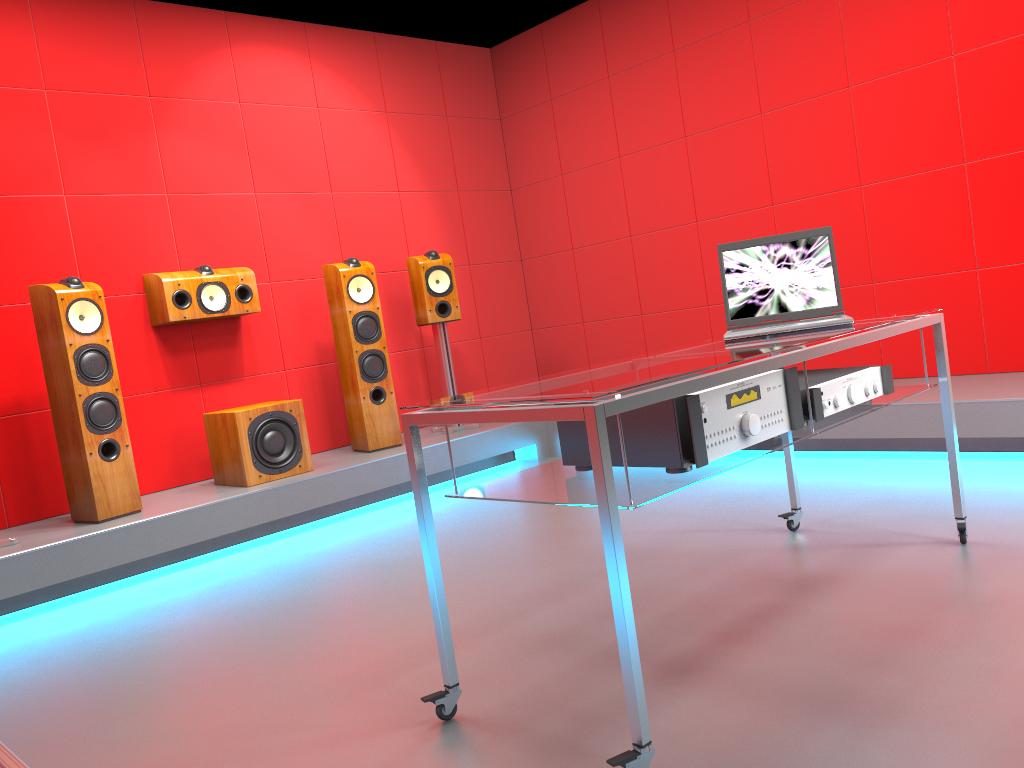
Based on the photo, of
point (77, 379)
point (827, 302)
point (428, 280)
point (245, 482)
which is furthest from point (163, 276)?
point (827, 302)

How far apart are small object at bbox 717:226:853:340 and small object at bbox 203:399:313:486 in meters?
2.4 m

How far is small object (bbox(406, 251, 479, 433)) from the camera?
5.1 meters

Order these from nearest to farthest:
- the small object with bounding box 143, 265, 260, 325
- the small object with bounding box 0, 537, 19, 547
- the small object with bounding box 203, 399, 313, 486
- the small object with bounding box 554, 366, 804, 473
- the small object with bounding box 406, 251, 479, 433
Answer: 1. the small object with bounding box 554, 366, 804, 473
2. the small object with bounding box 0, 537, 19, 547
3. the small object with bounding box 203, 399, 313, 486
4. the small object with bounding box 143, 265, 260, 325
5. the small object with bounding box 406, 251, 479, 433

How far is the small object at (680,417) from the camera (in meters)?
1.77

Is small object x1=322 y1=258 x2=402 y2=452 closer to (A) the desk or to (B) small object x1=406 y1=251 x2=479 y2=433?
(B) small object x1=406 y1=251 x2=479 y2=433

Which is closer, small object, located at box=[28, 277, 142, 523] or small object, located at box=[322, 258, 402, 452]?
small object, located at box=[28, 277, 142, 523]

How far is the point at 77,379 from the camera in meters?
3.7 m

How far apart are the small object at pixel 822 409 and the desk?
0.0m

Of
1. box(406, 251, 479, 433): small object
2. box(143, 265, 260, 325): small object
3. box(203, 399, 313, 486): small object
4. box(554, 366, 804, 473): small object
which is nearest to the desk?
box(554, 366, 804, 473): small object
